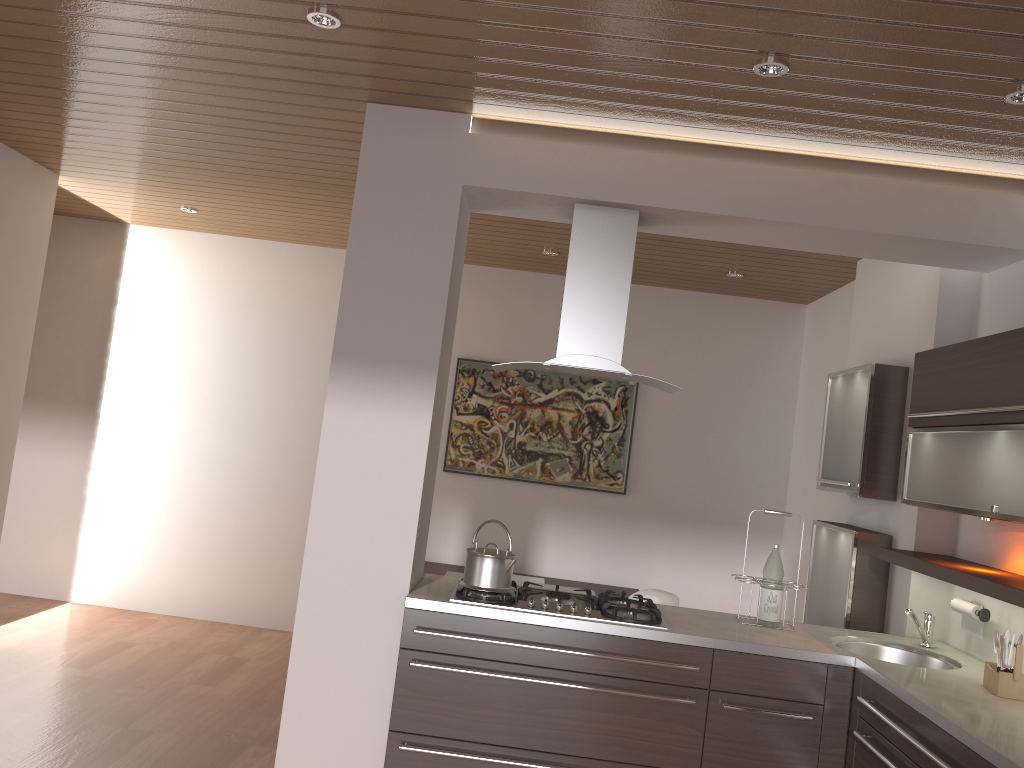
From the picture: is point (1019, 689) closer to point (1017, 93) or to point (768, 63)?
point (1017, 93)

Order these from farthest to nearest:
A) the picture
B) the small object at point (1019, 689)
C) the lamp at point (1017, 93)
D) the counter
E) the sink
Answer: the picture → the sink → the small object at point (1019, 689) → the lamp at point (1017, 93) → the counter

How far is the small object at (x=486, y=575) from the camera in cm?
322

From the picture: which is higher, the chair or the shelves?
the shelves

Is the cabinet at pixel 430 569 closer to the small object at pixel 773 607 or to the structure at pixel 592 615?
the structure at pixel 592 615

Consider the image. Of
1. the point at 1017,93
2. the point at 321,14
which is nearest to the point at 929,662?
the point at 1017,93

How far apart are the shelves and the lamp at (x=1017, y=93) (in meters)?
1.45

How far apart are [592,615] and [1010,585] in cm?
134

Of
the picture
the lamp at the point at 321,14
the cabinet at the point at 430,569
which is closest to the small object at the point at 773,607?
the cabinet at the point at 430,569

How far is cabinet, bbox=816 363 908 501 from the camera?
3.9m
